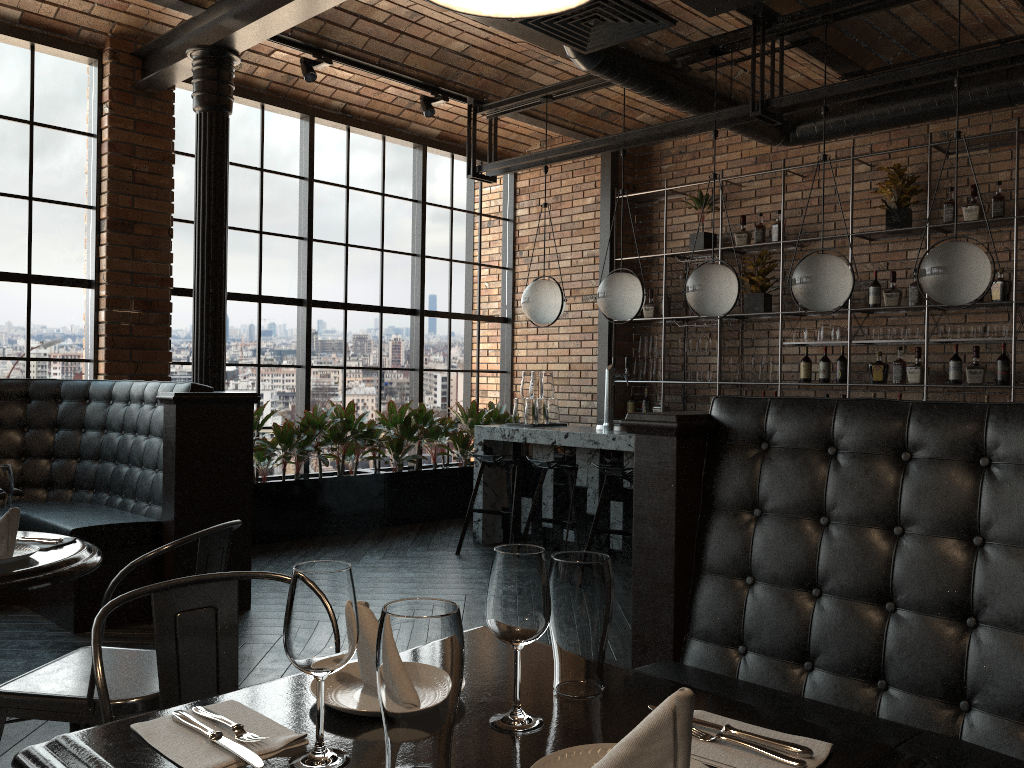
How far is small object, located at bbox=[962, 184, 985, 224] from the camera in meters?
6.2 m

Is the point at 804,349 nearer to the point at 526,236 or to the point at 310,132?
the point at 526,236

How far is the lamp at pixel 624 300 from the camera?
6.1m

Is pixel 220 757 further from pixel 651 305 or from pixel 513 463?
pixel 651 305

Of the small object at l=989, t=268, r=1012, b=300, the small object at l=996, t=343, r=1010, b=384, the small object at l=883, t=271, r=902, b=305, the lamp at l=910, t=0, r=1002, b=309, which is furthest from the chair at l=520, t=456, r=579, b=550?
the small object at l=989, t=268, r=1012, b=300

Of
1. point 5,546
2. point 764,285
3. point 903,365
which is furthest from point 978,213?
point 5,546

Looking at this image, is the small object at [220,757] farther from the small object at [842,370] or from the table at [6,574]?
the small object at [842,370]

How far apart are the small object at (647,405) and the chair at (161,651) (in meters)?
6.61

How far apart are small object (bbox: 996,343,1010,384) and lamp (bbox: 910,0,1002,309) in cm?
183

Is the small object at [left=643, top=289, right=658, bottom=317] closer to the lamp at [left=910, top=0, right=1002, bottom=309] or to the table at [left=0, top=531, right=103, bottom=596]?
the lamp at [left=910, top=0, right=1002, bottom=309]
